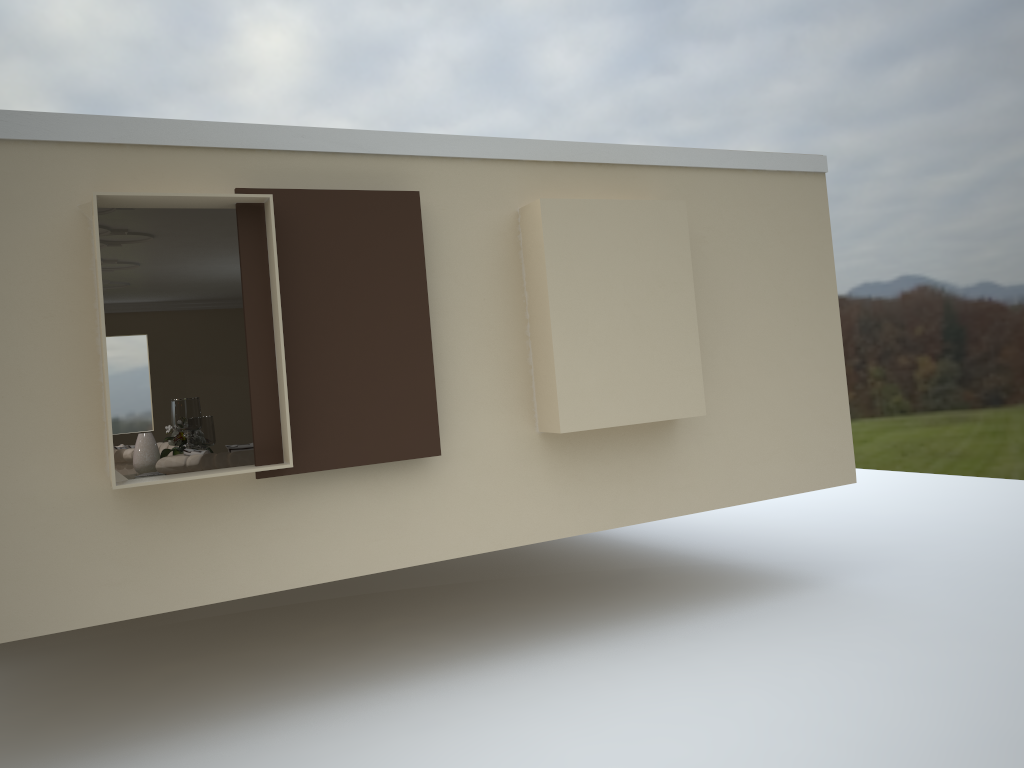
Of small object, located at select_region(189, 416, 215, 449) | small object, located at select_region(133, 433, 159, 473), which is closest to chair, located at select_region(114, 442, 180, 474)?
small object, located at select_region(133, 433, 159, 473)

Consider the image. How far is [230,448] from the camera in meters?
6.9

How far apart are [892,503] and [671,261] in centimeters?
549cm

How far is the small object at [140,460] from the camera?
8.44m

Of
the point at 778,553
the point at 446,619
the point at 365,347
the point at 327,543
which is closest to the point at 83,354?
the point at 365,347

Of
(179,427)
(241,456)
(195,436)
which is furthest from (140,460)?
(241,456)

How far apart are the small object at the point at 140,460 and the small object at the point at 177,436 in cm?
8

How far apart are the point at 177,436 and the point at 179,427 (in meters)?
0.63

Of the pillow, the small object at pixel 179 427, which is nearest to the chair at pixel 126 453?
the small object at pixel 179 427

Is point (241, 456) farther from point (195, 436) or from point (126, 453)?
point (126, 453)
